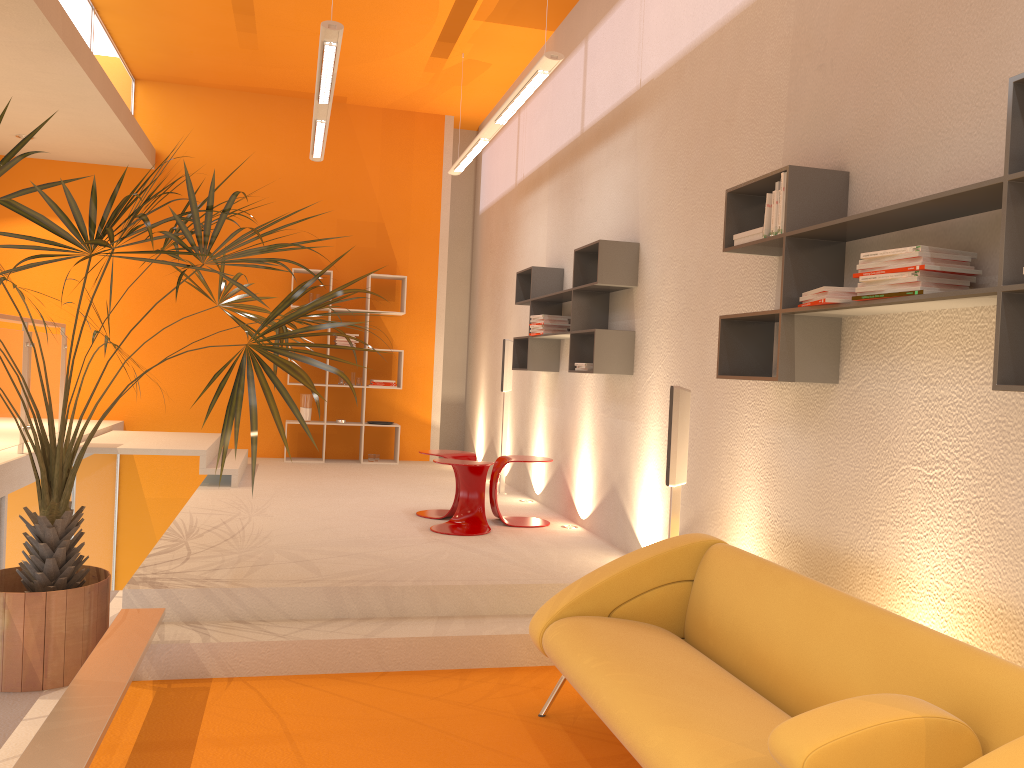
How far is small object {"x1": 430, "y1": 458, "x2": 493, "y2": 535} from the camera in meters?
5.7

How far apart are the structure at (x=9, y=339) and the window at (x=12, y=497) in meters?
0.3

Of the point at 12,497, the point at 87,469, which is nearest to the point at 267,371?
the point at 12,497

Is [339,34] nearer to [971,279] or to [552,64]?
[552,64]

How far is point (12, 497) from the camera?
5.7m

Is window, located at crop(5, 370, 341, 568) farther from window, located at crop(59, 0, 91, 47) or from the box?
the box

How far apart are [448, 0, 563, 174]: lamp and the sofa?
2.9m

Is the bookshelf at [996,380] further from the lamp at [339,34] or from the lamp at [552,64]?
the lamp at [339,34]

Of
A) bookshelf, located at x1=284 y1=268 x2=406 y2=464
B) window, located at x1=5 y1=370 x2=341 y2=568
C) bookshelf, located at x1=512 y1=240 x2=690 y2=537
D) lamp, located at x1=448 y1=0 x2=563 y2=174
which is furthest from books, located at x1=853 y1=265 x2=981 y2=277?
bookshelf, located at x1=284 y1=268 x2=406 y2=464

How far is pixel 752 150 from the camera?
4.01m
